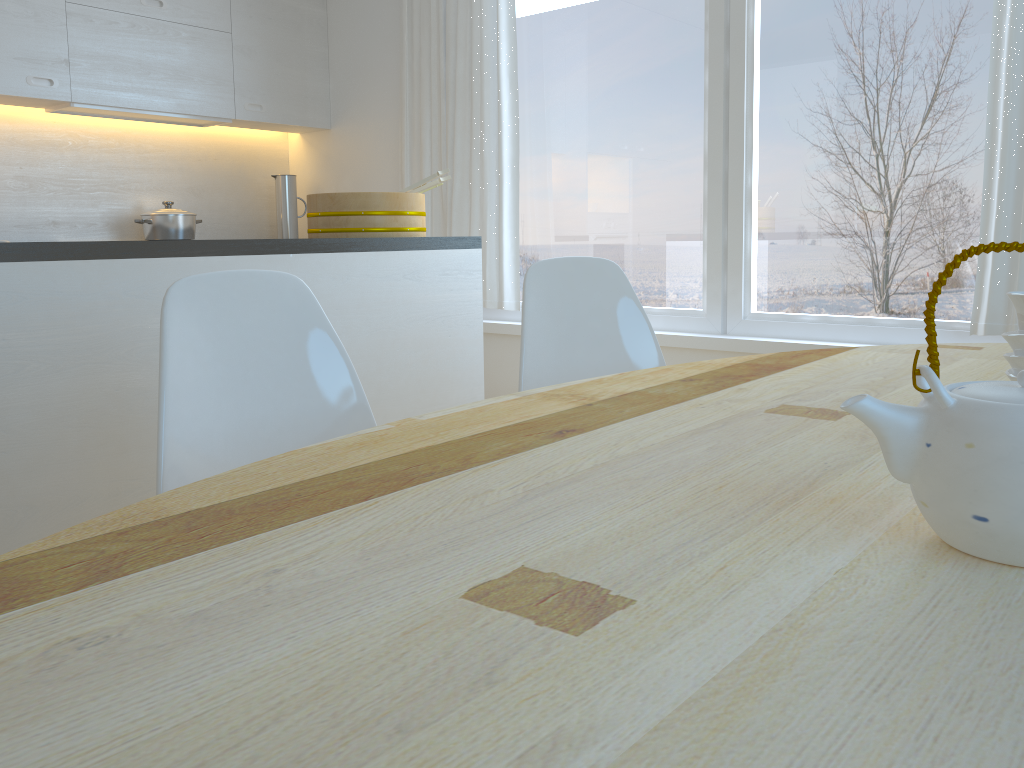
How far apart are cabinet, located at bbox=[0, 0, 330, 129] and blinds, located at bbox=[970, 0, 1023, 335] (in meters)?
3.23

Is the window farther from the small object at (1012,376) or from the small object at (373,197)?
the small object at (1012,376)

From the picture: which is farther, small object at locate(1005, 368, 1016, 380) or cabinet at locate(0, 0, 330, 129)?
cabinet at locate(0, 0, 330, 129)

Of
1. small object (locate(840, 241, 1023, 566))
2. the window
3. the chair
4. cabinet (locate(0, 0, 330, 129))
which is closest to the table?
small object (locate(840, 241, 1023, 566))

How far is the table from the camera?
0.4m

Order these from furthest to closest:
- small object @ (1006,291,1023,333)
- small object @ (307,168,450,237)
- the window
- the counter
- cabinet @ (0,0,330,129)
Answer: cabinet @ (0,0,330,129), the window, small object @ (307,168,450,237), the counter, small object @ (1006,291,1023,333)

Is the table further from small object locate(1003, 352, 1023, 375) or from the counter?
the counter

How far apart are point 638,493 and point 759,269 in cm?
286

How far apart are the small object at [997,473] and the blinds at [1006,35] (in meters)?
2.39

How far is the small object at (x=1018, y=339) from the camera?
0.8m
